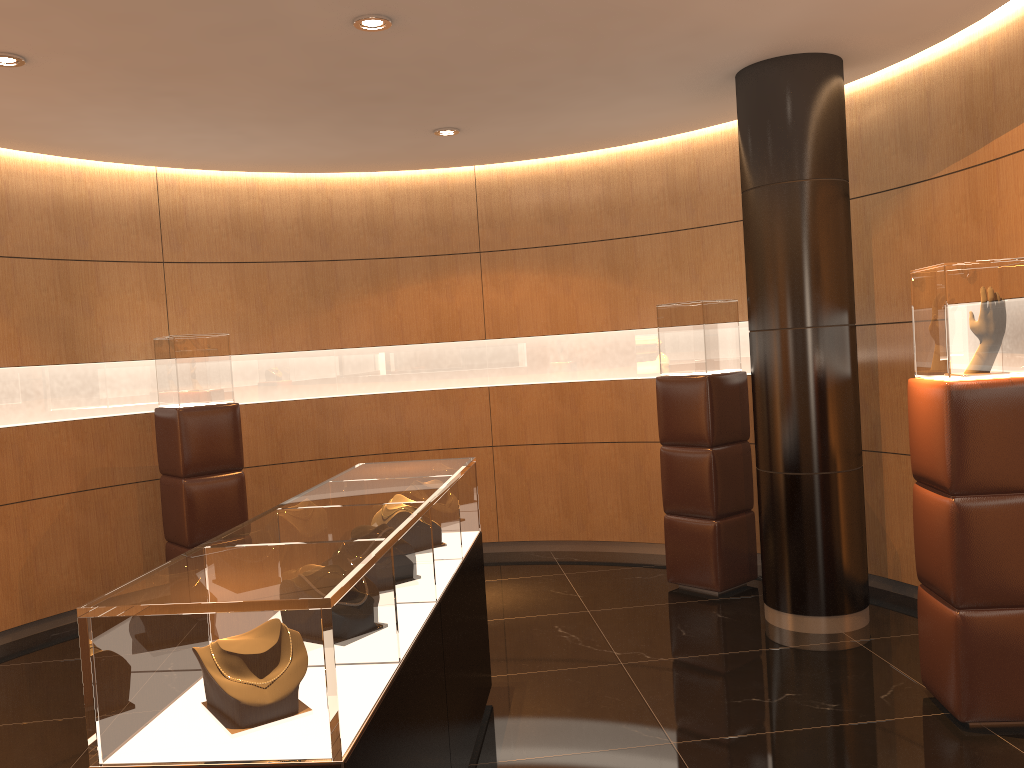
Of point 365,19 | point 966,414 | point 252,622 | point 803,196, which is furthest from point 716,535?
point 252,622

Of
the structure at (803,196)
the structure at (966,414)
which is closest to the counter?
the structure at (803,196)

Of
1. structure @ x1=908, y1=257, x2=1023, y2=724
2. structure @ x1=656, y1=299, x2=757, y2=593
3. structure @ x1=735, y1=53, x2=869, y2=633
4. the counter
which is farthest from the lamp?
structure @ x1=656, y1=299, x2=757, y2=593

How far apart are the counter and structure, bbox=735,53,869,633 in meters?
1.9 m

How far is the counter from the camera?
2.0m

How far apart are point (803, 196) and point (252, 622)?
4.1 meters

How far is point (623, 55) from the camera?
4.8 meters

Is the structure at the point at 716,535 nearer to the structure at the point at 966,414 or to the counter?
the structure at the point at 966,414

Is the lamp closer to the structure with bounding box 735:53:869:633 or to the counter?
the counter

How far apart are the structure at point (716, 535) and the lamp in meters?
2.8
